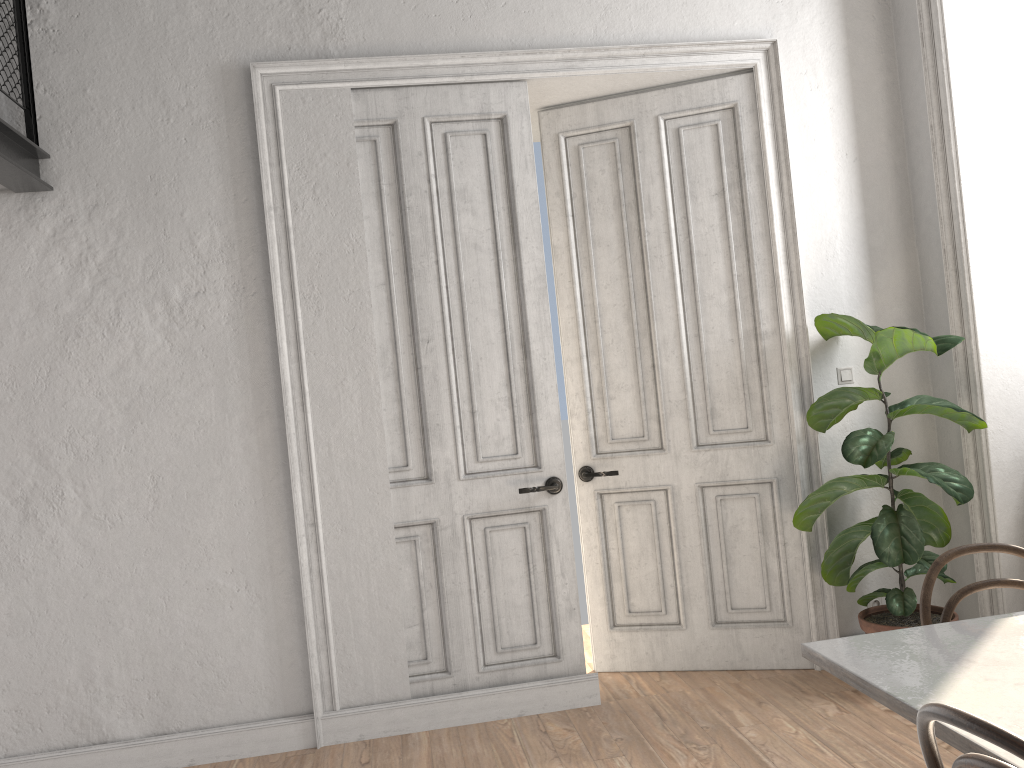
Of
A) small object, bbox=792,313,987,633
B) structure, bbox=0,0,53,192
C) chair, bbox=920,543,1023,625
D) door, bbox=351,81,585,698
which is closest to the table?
chair, bbox=920,543,1023,625

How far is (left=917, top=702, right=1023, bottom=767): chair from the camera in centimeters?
111cm

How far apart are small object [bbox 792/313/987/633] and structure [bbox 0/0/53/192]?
3.4 meters

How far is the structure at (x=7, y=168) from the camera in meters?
3.3 m

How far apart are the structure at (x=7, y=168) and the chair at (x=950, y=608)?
3.3 meters

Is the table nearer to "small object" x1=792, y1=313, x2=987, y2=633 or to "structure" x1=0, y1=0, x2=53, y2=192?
Result: "small object" x1=792, y1=313, x2=987, y2=633

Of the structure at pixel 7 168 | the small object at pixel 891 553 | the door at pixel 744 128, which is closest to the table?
the small object at pixel 891 553

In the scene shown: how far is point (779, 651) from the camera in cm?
415

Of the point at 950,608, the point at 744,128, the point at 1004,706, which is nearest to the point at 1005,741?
the point at 1004,706

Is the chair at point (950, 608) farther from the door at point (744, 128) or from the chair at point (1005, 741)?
the door at point (744, 128)
